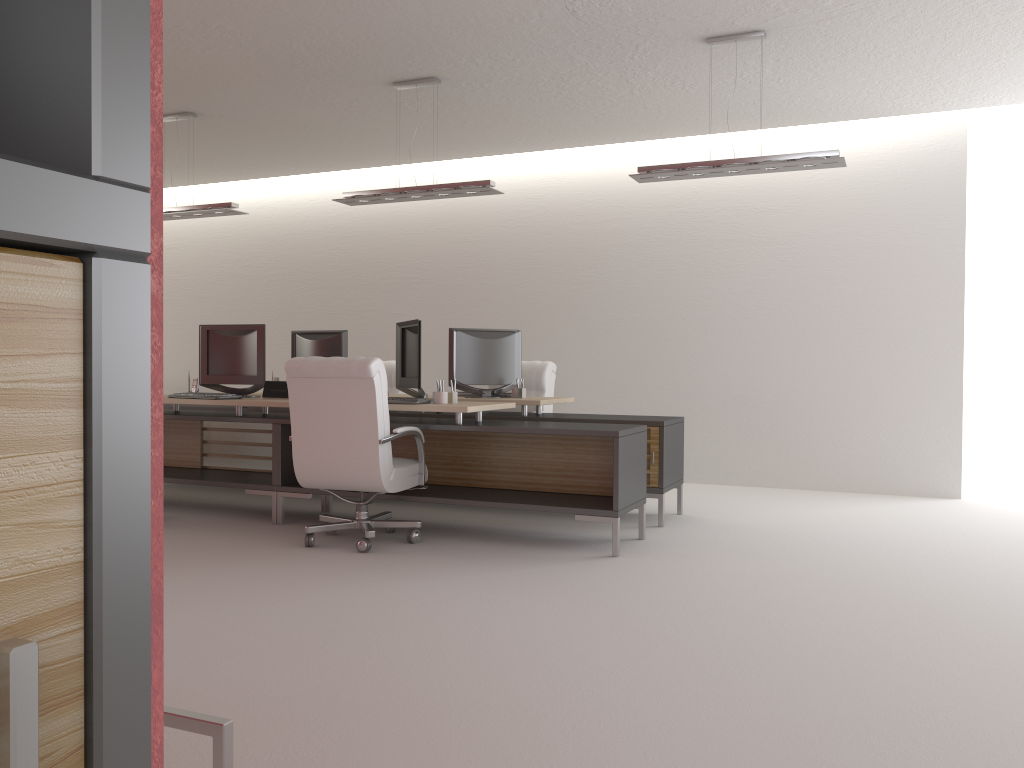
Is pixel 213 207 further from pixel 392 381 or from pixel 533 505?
pixel 533 505

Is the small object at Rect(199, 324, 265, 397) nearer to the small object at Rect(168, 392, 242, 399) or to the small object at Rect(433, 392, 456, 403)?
the small object at Rect(168, 392, 242, 399)

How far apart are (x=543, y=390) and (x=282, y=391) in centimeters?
321cm

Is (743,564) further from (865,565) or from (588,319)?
(588,319)

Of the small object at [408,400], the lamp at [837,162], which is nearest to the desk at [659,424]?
the small object at [408,400]

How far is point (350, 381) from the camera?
7.3m

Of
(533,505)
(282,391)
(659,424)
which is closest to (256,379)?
(282,391)

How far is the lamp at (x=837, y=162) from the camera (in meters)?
7.67

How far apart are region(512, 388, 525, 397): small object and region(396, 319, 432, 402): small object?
1.57m

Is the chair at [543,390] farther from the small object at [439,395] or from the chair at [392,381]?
the small object at [439,395]
